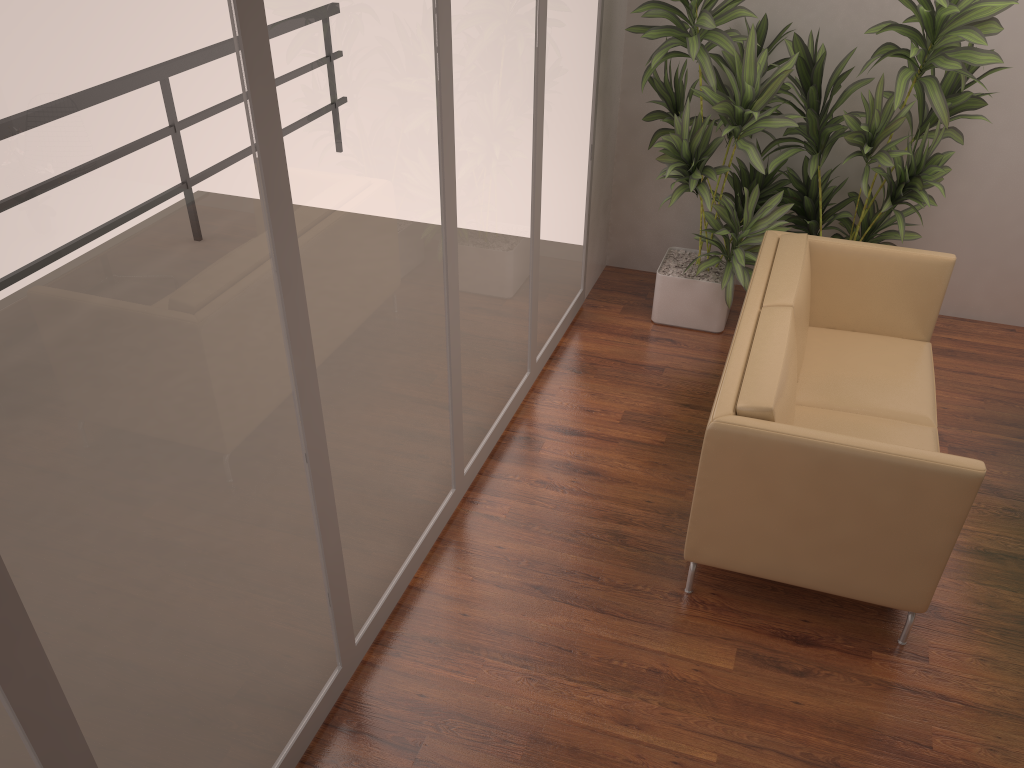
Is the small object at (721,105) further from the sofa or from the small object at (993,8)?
the sofa

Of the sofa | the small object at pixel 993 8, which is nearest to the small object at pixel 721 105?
the small object at pixel 993 8

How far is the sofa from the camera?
2.9m

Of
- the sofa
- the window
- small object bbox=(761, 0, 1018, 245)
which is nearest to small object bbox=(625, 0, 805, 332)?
small object bbox=(761, 0, 1018, 245)

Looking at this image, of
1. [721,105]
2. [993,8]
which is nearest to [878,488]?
[721,105]

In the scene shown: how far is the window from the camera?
1.5m

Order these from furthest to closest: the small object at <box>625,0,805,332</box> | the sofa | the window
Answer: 1. the small object at <box>625,0,805,332</box>
2. the sofa
3. the window

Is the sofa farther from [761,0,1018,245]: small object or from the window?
the window

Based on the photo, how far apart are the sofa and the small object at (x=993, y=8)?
0.3 meters

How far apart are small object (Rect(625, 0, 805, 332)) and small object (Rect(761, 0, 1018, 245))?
0.1 meters
